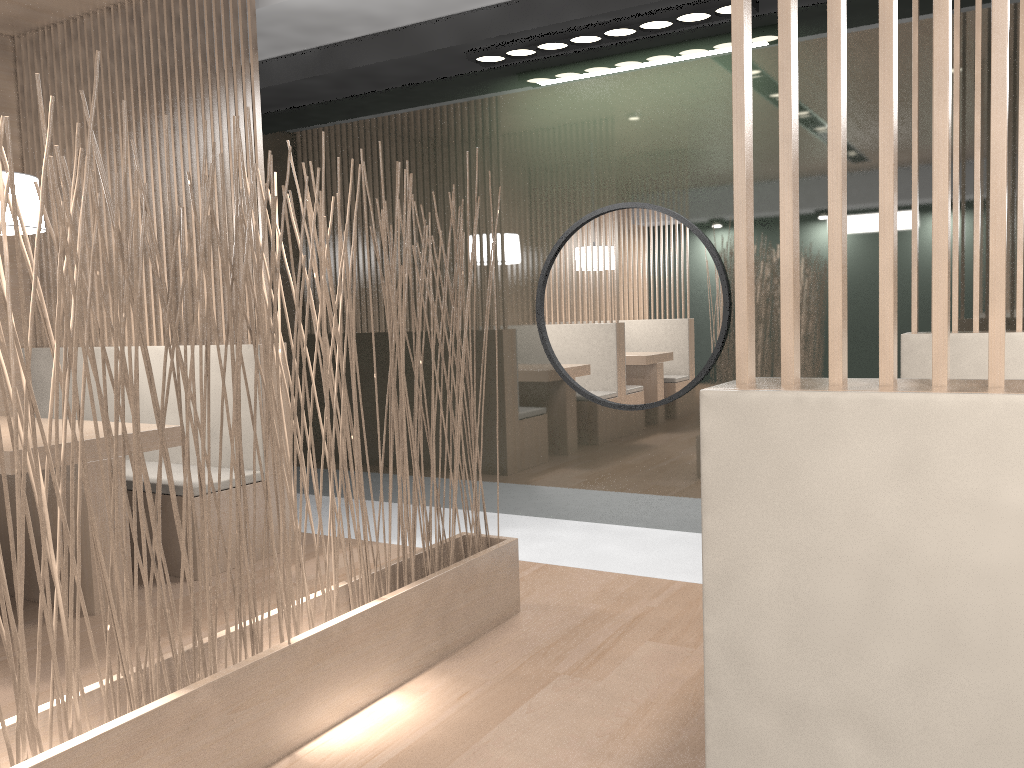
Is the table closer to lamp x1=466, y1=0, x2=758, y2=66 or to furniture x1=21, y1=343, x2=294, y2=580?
A: furniture x1=21, y1=343, x2=294, y2=580

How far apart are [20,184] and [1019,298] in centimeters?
214cm

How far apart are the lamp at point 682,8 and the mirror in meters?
0.5 m

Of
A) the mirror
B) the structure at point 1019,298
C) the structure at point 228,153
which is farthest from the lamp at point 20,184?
the structure at point 1019,298

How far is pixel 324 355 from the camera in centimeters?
143cm

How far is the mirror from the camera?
2.5m

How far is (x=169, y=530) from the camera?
2.3m

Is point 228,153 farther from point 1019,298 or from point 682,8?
point 1019,298

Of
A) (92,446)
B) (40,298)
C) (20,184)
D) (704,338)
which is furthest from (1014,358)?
(20,184)

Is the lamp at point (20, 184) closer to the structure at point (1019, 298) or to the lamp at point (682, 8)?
the lamp at point (682, 8)
